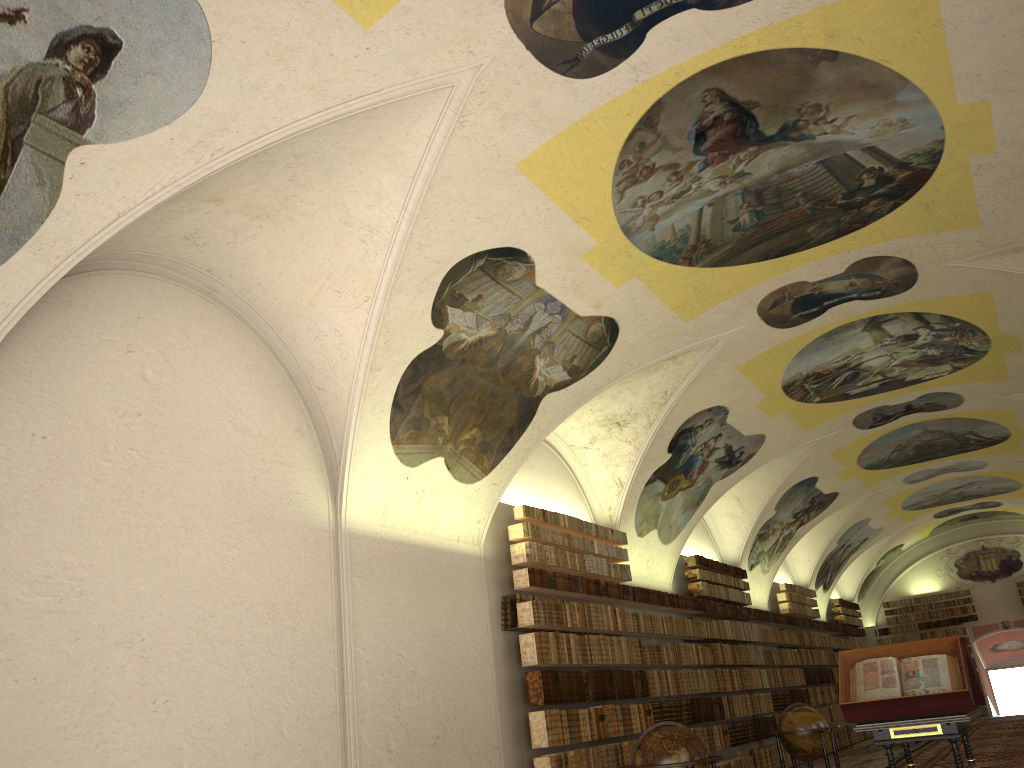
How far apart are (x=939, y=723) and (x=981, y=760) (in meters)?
10.04

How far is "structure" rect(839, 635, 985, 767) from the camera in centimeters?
882cm

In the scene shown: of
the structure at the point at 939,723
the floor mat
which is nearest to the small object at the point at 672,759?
the structure at the point at 939,723

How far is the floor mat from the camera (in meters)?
16.86

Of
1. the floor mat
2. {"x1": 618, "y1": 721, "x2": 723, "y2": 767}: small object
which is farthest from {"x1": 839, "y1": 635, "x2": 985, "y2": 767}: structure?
the floor mat

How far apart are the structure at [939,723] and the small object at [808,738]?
5.9 meters

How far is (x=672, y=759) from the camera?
10.3 meters

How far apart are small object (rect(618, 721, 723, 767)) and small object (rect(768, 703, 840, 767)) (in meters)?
5.84

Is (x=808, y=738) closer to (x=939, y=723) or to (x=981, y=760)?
(x=981, y=760)

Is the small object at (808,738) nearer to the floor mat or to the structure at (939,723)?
the floor mat
